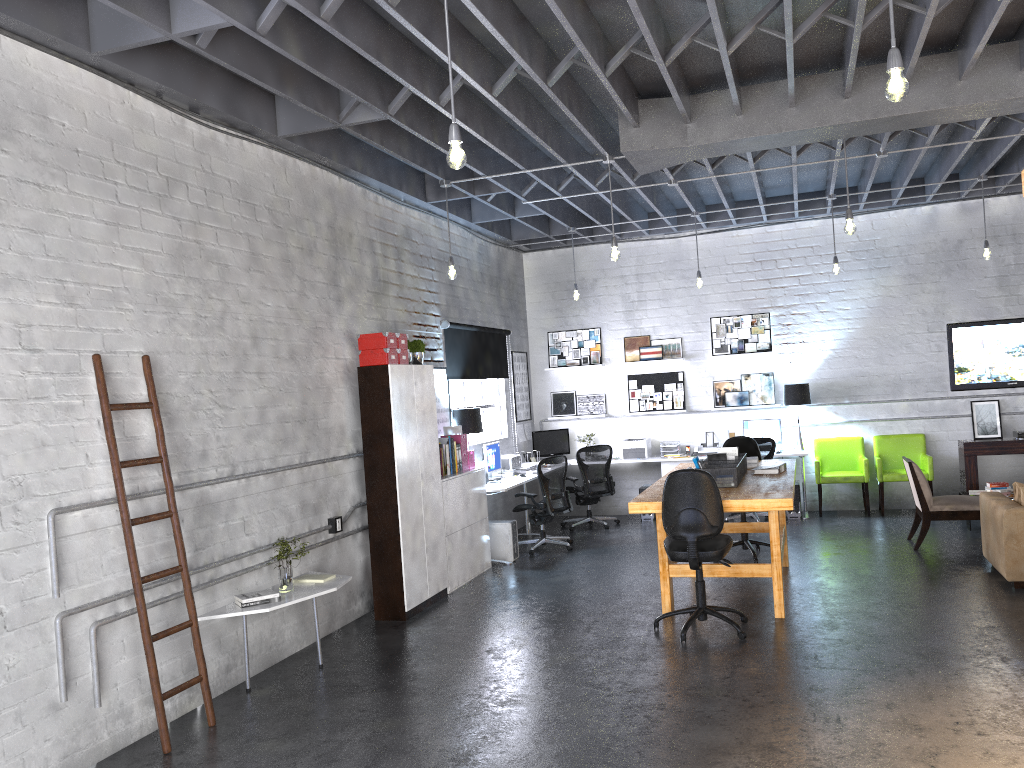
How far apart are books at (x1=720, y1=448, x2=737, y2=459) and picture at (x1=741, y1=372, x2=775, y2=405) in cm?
369

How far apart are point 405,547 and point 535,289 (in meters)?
5.92

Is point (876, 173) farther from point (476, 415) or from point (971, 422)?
point (476, 415)

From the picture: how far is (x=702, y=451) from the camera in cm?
1126

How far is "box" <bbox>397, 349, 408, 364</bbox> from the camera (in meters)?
7.30

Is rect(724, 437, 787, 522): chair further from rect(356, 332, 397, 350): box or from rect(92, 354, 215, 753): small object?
rect(92, 354, 215, 753): small object

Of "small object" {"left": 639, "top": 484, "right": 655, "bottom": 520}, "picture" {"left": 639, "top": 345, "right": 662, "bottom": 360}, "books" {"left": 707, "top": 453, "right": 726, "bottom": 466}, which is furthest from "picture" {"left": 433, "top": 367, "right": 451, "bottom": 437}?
"picture" {"left": 639, "top": 345, "right": 662, "bottom": 360}

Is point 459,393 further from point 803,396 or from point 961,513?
point 961,513

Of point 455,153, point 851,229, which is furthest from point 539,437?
point 455,153

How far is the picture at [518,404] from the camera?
11.7 meters
